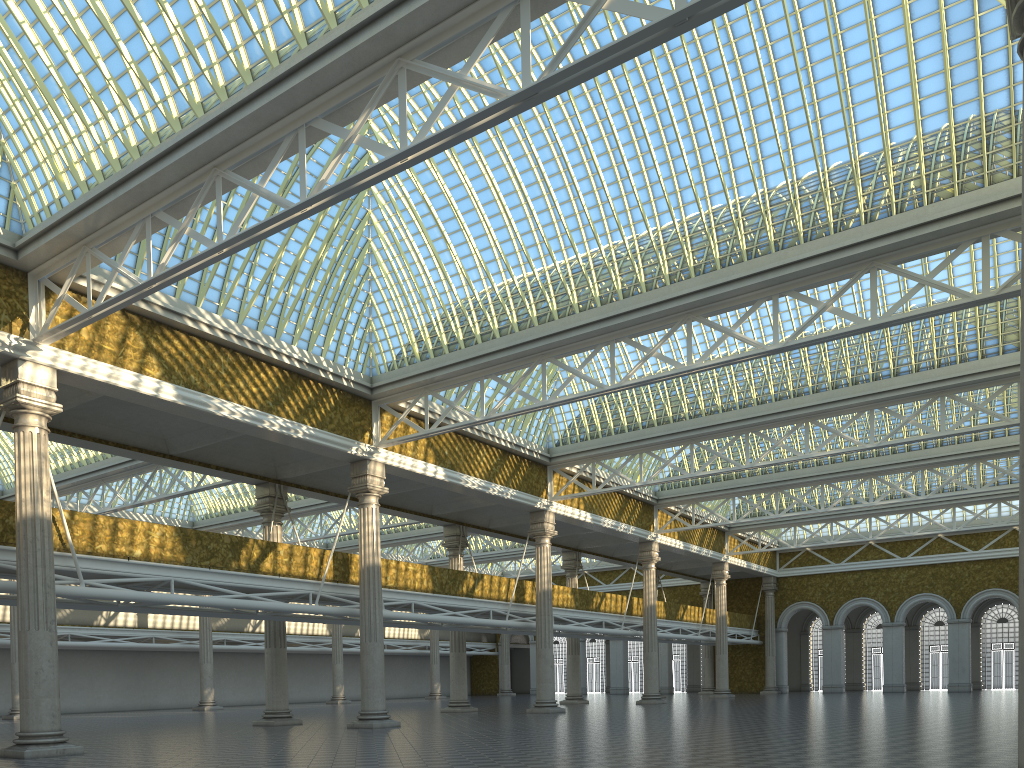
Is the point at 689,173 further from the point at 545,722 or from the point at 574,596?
the point at 574,596

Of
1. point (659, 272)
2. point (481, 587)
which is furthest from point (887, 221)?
point (481, 587)
